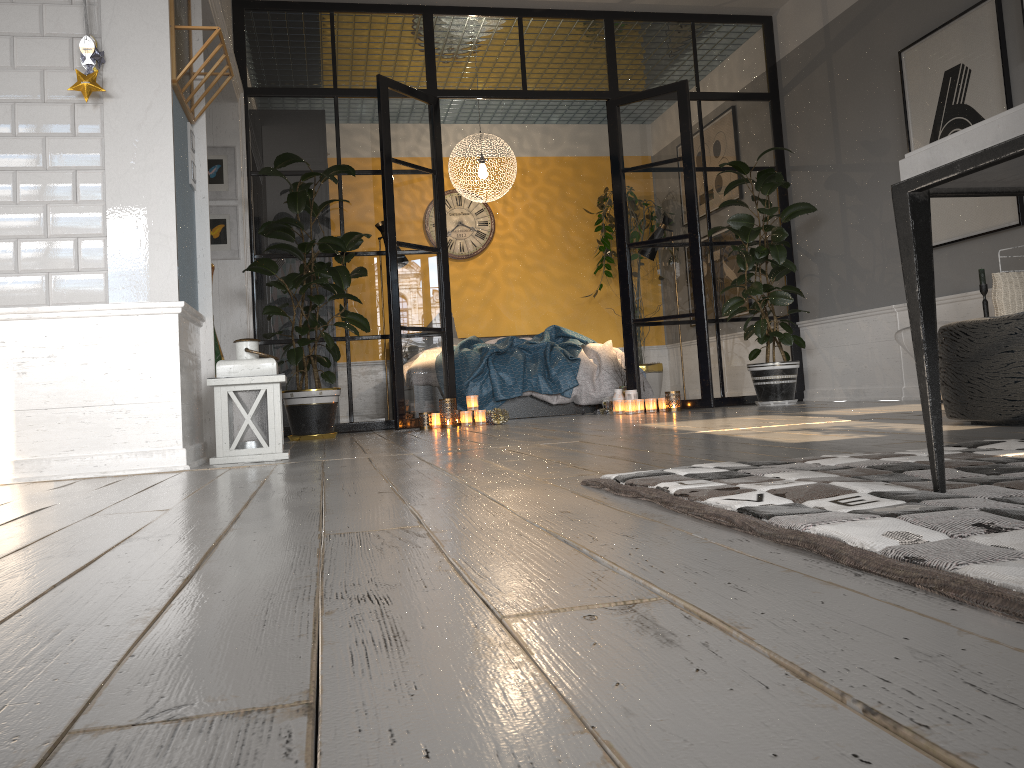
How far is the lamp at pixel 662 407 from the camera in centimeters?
612cm

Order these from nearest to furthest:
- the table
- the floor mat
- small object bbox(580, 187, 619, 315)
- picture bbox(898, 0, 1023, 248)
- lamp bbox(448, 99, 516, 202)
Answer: the floor mat, the table, picture bbox(898, 0, 1023, 248), lamp bbox(448, 99, 516, 202), small object bbox(580, 187, 619, 315)

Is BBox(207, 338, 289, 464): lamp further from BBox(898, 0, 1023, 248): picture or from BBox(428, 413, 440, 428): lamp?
BBox(898, 0, 1023, 248): picture

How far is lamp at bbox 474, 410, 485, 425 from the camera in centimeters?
579cm

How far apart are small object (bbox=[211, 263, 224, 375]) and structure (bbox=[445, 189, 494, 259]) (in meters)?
3.72

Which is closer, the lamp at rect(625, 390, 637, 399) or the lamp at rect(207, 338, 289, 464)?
the lamp at rect(207, 338, 289, 464)

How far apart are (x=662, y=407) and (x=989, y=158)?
5.1m

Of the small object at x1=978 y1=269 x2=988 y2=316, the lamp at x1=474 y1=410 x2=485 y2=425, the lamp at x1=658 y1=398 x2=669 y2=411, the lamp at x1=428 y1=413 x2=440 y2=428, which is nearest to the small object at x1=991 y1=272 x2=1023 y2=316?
the small object at x1=978 y1=269 x2=988 y2=316

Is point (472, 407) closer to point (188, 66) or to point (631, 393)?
point (631, 393)

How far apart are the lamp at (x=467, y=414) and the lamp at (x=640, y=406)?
1.2 meters
